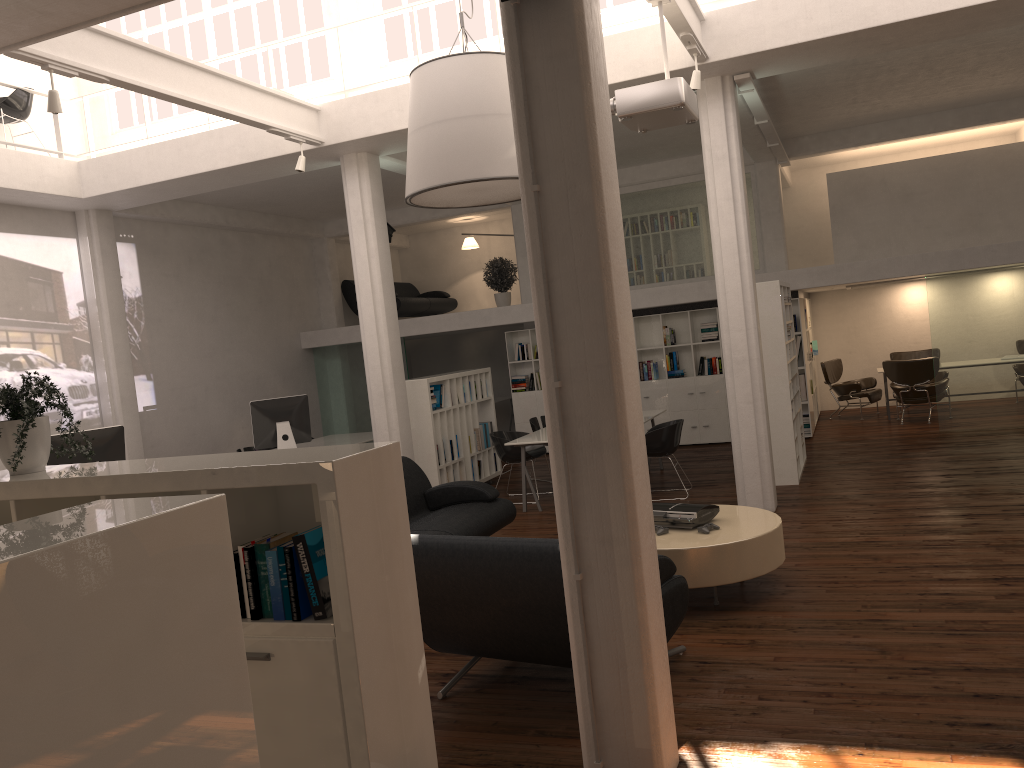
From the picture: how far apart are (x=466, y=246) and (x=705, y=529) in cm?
1492

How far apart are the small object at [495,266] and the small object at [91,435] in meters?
9.5 m

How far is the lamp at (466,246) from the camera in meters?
21.2 m

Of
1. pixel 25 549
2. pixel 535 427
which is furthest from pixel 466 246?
pixel 25 549

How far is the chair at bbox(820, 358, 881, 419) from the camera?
17.44m

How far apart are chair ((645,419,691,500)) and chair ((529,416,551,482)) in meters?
2.4

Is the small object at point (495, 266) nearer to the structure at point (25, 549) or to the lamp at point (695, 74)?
the lamp at point (695, 74)

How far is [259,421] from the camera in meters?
13.6

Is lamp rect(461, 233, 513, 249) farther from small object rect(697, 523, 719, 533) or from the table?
small object rect(697, 523, 719, 533)

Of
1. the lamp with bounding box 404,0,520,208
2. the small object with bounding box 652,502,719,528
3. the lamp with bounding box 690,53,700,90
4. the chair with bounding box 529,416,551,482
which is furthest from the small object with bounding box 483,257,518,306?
the small object with bounding box 652,502,719,528
